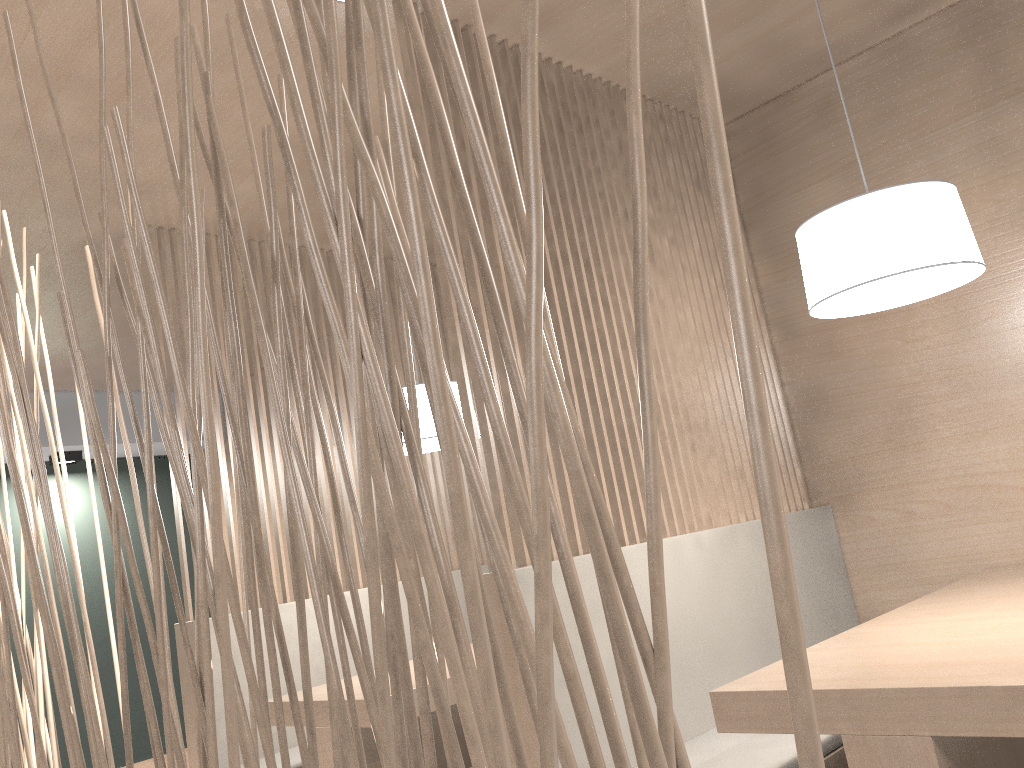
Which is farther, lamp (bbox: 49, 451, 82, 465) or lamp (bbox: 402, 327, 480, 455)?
lamp (bbox: 49, 451, 82, 465)

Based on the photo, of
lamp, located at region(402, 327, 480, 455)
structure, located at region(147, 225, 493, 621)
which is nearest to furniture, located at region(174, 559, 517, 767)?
structure, located at region(147, 225, 493, 621)

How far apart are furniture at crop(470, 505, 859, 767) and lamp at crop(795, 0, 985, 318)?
0.5 meters

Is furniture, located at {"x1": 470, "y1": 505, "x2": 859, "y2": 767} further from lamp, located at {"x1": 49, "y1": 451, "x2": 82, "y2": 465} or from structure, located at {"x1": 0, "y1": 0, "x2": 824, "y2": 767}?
lamp, located at {"x1": 49, "y1": 451, "x2": 82, "y2": 465}

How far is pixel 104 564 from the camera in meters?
0.6 m

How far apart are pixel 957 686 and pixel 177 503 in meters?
1.8

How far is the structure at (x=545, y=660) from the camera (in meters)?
0.20

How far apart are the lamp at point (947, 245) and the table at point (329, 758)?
1.0m

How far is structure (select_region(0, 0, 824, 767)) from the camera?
0.20m

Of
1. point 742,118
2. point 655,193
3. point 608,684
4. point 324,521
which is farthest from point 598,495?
point 324,521
